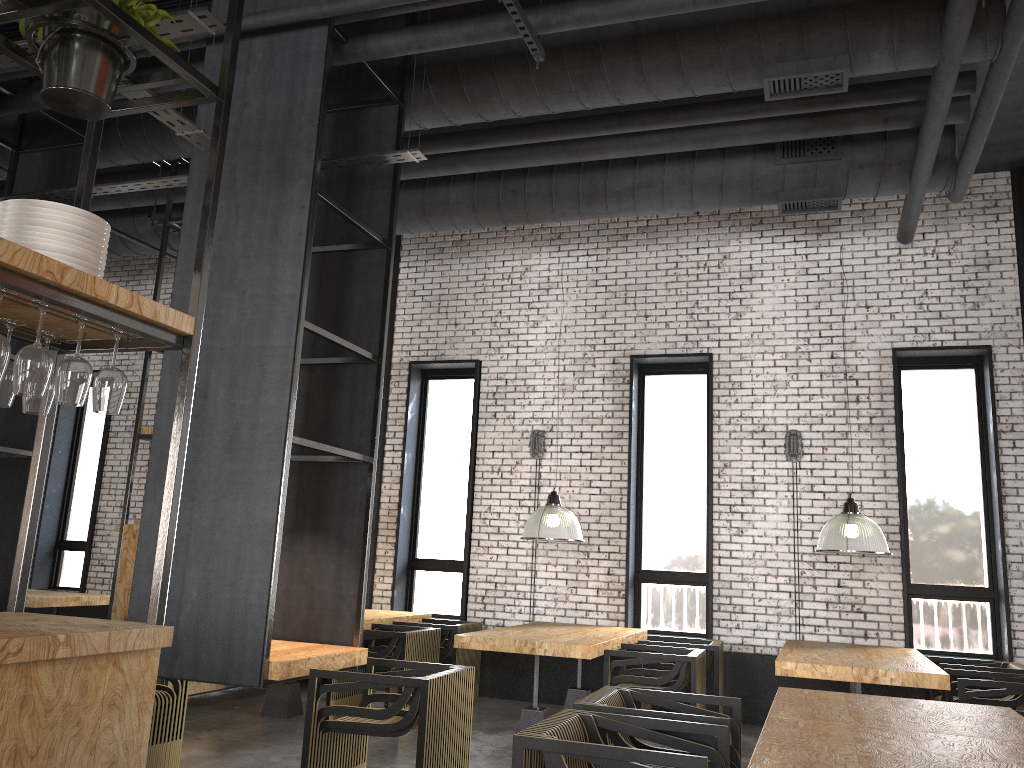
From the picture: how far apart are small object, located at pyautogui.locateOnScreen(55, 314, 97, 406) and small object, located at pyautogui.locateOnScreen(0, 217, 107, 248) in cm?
29

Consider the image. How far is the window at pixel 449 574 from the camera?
9.3 meters

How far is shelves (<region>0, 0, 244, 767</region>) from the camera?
2.3m

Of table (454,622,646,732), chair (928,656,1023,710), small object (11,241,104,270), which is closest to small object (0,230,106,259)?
small object (11,241,104,270)

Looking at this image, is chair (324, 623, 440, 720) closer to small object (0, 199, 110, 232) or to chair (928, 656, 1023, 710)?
chair (928, 656, 1023, 710)

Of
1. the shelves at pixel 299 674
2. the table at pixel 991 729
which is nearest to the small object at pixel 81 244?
the shelves at pixel 299 674

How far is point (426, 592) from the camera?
9.4m

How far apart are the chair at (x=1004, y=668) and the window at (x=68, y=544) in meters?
9.4

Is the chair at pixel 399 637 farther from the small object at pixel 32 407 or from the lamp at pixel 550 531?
the small object at pixel 32 407

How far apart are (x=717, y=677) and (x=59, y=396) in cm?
571
